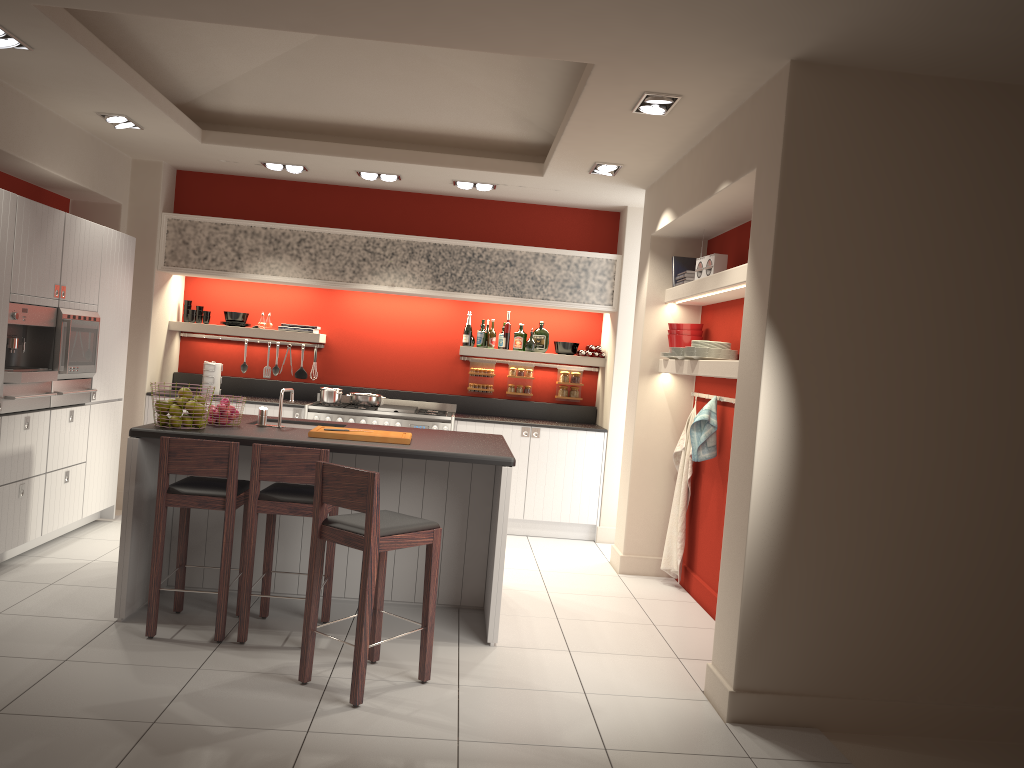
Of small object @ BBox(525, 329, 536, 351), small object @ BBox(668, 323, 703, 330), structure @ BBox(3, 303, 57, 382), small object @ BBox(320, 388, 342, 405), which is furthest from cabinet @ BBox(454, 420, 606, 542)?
structure @ BBox(3, 303, 57, 382)

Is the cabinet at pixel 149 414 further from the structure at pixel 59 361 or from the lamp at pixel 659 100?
the lamp at pixel 659 100

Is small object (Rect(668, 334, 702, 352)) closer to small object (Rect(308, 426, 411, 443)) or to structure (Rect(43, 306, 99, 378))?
small object (Rect(308, 426, 411, 443))

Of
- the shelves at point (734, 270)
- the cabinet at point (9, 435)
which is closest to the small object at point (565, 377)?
the shelves at point (734, 270)

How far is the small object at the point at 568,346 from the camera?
8.4 meters

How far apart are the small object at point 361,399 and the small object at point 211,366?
1.18m

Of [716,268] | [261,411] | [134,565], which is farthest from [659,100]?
[134,565]

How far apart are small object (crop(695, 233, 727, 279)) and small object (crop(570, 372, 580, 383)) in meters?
2.7 m

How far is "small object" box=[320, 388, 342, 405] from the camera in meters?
7.8 m

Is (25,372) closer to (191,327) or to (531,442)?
(191,327)
